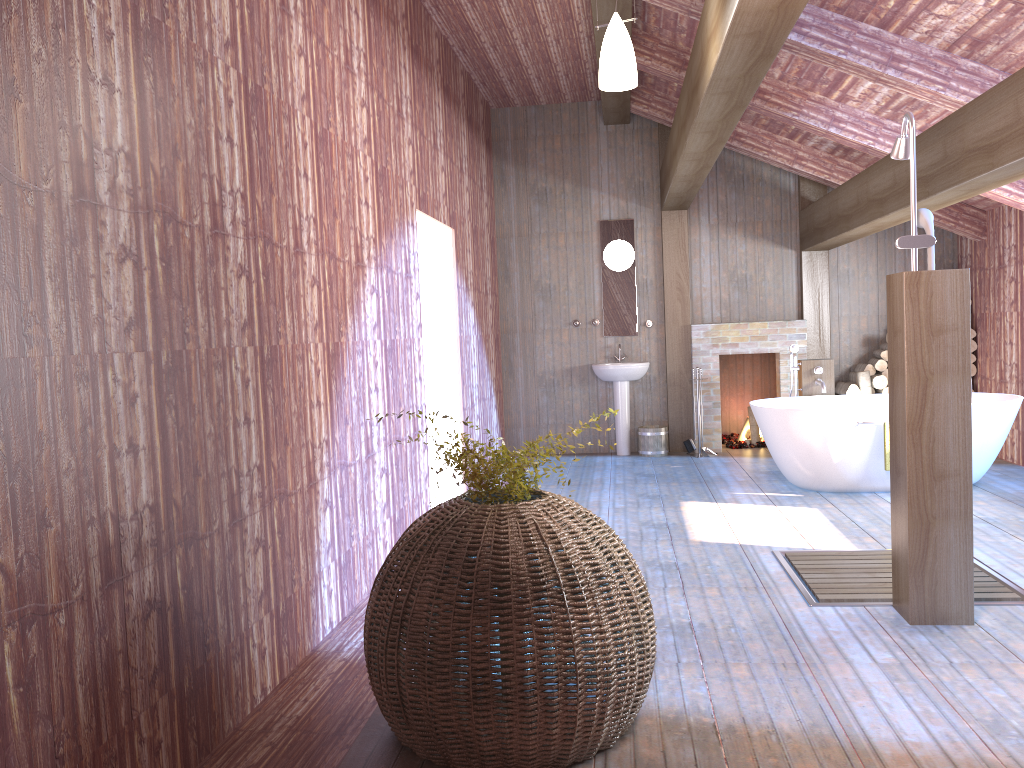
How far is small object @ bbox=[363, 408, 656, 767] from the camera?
2.5m

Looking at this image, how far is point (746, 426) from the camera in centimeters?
944cm

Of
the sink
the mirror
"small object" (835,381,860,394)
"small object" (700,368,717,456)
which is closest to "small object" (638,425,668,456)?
the sink

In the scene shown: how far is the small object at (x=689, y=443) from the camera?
8.8 meters

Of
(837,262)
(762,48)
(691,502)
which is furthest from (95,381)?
(837,262)

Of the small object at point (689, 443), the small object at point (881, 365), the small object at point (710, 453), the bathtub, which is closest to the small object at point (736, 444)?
the small object at point (710, 453)

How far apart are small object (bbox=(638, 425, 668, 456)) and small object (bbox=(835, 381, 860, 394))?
1.7 meters

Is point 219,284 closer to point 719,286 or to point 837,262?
point 719,286

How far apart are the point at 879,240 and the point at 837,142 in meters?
2.3 m

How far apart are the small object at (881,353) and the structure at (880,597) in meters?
4.1
